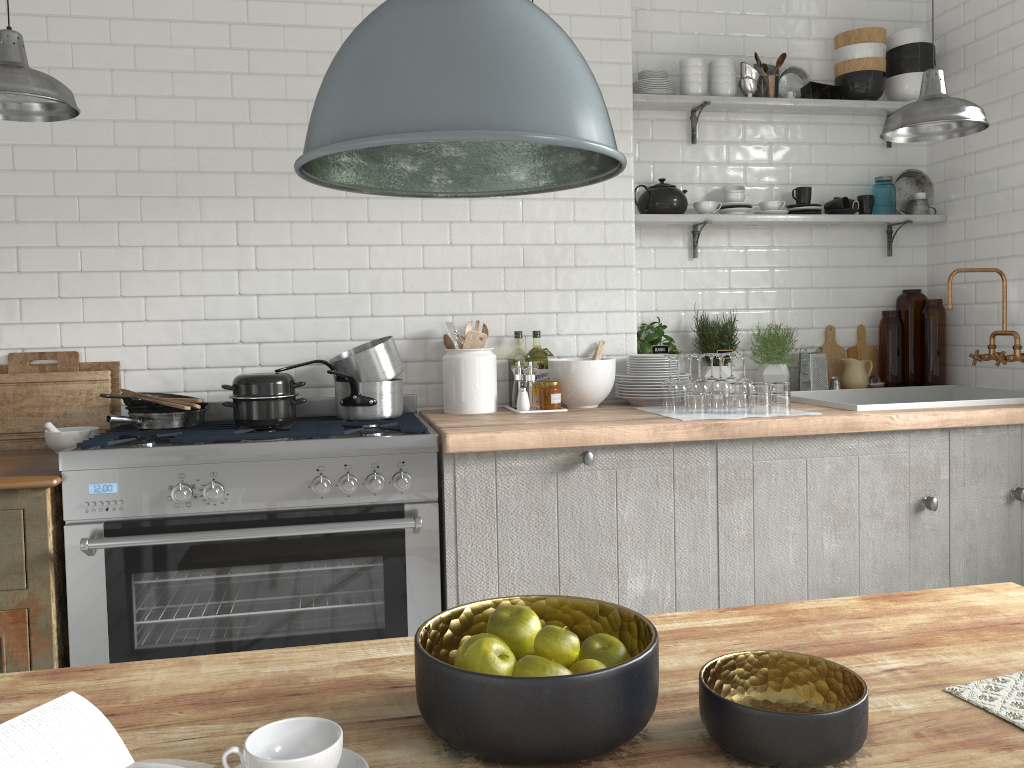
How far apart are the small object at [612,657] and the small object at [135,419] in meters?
2.8 m

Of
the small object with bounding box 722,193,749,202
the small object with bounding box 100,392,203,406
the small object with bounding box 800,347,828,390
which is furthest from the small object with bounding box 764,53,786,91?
the small object with bounding box 100,392,203,406

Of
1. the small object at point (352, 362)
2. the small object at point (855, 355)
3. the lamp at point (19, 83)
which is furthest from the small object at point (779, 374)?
the lamp at point (19, 83)

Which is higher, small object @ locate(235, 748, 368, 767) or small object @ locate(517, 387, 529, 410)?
small object @ locate(517, 387, 529, 410)

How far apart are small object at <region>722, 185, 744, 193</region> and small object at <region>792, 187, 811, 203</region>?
0.3 meters

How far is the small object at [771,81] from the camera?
4.6m

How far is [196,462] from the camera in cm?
318

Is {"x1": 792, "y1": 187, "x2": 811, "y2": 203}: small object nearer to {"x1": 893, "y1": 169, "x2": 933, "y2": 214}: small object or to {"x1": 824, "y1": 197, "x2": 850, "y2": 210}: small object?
{"x1": 824, "y1": 197, "x2": 850, "y2": 210}: small object

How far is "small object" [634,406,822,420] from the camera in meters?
3.6 m

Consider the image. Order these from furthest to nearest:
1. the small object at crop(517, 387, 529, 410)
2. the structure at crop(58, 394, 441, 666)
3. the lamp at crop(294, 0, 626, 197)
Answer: the small object at crop(517, 387, 529, 410) < the structure at crop(58, 394, 441, 666) < the lamp at crop(294, 0, 626, 197)
